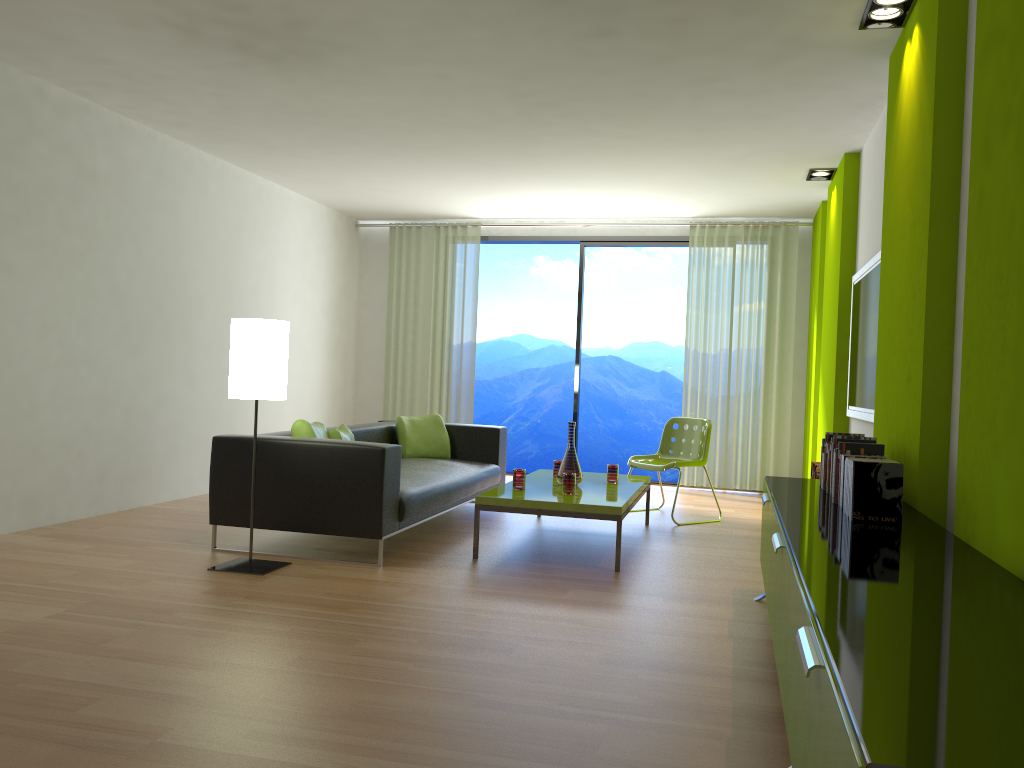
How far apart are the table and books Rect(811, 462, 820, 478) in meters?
1.1

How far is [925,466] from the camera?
3.25m

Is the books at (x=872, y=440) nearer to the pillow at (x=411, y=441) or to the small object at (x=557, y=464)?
the small object at (x=557, y=464)

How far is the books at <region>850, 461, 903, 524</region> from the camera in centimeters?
286cm

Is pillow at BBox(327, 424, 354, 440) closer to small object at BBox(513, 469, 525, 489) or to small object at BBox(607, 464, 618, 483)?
small object at BBox(513, 469, 525, 489)

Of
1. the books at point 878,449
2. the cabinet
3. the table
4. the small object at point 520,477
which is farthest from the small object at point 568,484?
the books at point 878,449

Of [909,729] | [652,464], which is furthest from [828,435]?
[909,729]

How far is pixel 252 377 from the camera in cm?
432

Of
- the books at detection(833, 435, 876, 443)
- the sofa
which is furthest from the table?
the books at detection(833, 435, 876, 443)

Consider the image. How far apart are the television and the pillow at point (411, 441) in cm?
288
